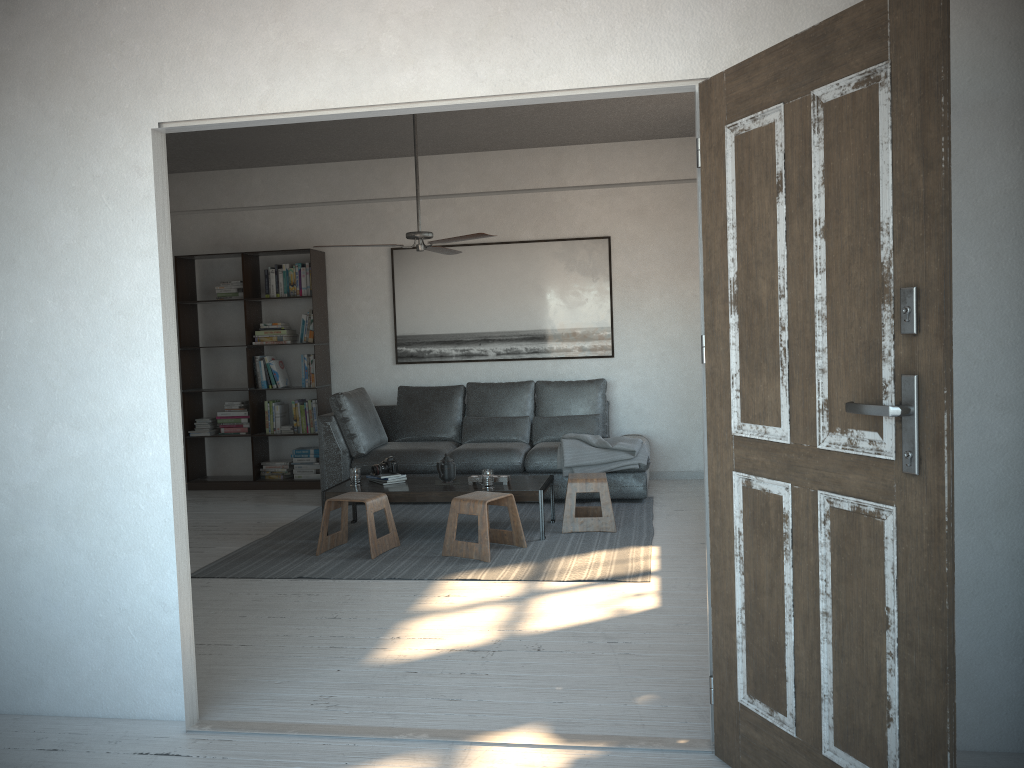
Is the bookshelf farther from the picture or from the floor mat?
the floor mat

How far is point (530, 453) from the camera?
6.7m

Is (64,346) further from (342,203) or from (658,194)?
(658,194)

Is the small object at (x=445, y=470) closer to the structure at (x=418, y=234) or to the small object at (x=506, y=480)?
the small object at (x=506, y=480)

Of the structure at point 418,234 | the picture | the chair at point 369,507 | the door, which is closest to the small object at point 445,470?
the chair at point 369,507

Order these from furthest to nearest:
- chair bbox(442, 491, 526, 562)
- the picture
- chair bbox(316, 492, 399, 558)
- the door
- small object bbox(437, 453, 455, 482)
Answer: the picture → small object bbox(437, 453, 455, 482) → chair bbox(316, 492, 399, 558) → chair bbox(442, 491, 526, 562) → the door

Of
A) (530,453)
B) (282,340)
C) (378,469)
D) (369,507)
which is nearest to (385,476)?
(378,469)

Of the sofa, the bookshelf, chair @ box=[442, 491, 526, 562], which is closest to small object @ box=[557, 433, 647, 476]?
the sofa

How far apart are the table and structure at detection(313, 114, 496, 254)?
1.55m

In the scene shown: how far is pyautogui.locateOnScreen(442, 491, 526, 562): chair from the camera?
5.1 meters
